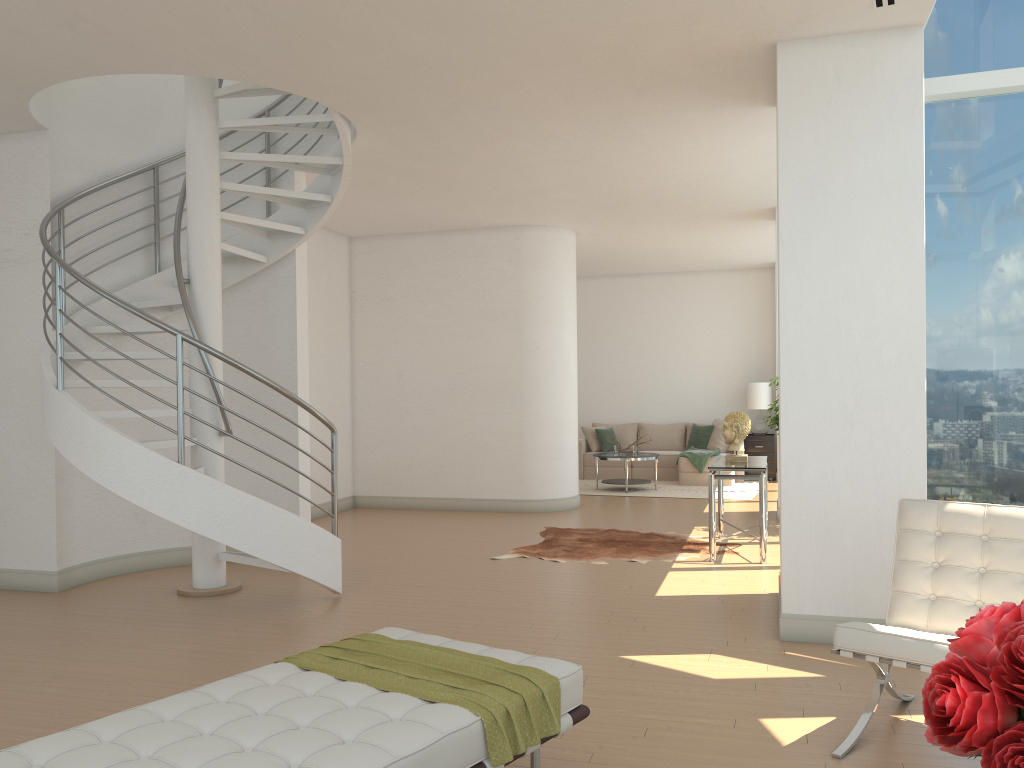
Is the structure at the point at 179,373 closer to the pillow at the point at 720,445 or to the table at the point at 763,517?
the table at the point at 763,517

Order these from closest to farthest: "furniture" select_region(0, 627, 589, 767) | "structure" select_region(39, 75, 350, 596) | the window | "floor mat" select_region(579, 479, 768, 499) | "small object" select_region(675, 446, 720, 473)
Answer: "furniture" select_region(0, 627, 589, 767), "structure" select_region(39, 75, 350, 596), the window, "floor mat" select_region(579, 479, 768, 499), "small object" select_region(675, 446, 720, 473)

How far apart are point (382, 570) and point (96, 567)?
2.2m

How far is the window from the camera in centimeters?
563cm

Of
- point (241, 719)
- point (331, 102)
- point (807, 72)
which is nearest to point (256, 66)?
point (331, 102)

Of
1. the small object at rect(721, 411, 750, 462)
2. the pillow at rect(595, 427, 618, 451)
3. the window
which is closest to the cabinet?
the pillow at rect(595, 427, 618, 451)

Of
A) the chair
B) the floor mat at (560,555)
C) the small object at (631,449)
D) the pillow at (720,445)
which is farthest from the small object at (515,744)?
the pillow at (720,445)

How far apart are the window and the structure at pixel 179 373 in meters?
3.9 m

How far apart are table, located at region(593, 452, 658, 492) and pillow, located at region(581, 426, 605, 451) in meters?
1.8

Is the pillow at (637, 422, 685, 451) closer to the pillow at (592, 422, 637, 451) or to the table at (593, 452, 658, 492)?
the pillow at (592, 422, 637, 451)
